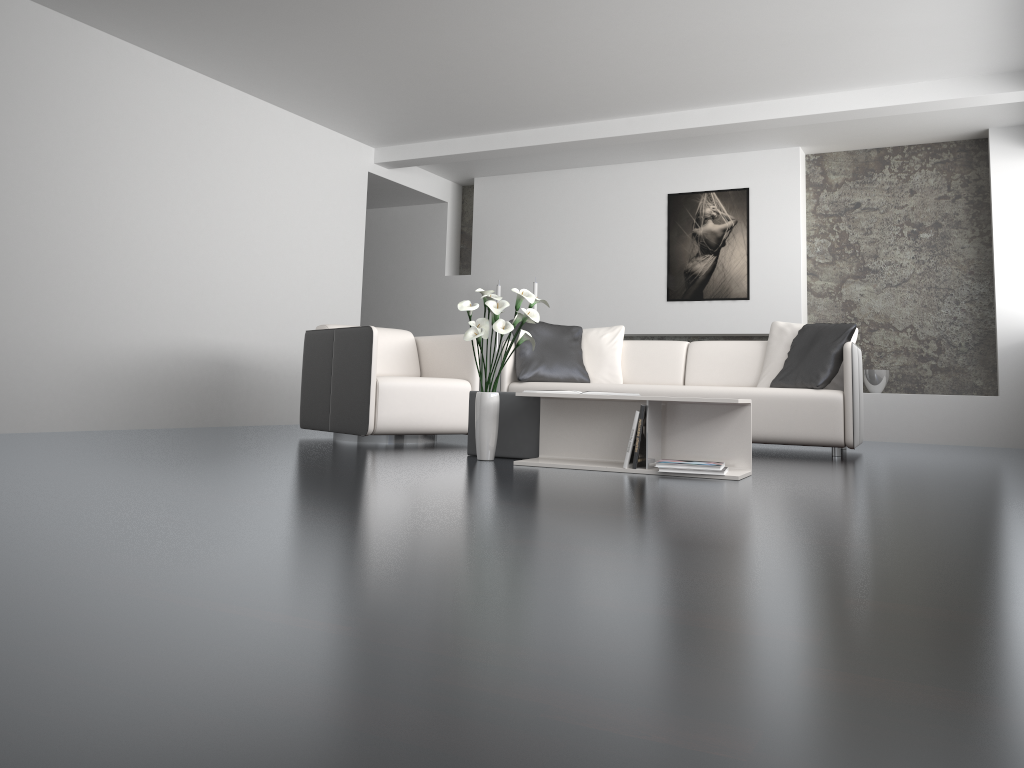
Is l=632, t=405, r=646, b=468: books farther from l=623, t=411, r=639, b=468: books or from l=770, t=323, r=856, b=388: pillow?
l=770, t=323, r=856, b=388: pillow

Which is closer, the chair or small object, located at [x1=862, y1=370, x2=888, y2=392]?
the chair

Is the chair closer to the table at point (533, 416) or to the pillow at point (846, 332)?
the table at point (533, 416)

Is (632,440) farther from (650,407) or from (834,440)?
(834,440)

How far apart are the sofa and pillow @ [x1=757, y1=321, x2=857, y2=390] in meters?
0.1 m

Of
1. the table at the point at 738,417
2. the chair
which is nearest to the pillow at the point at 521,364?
the chair

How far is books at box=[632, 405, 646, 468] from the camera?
3.7 meters

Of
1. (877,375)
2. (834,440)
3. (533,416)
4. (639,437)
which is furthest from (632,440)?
(877,375)

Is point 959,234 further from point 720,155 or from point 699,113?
point 699,113

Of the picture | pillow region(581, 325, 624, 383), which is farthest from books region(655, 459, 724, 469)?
the picture
